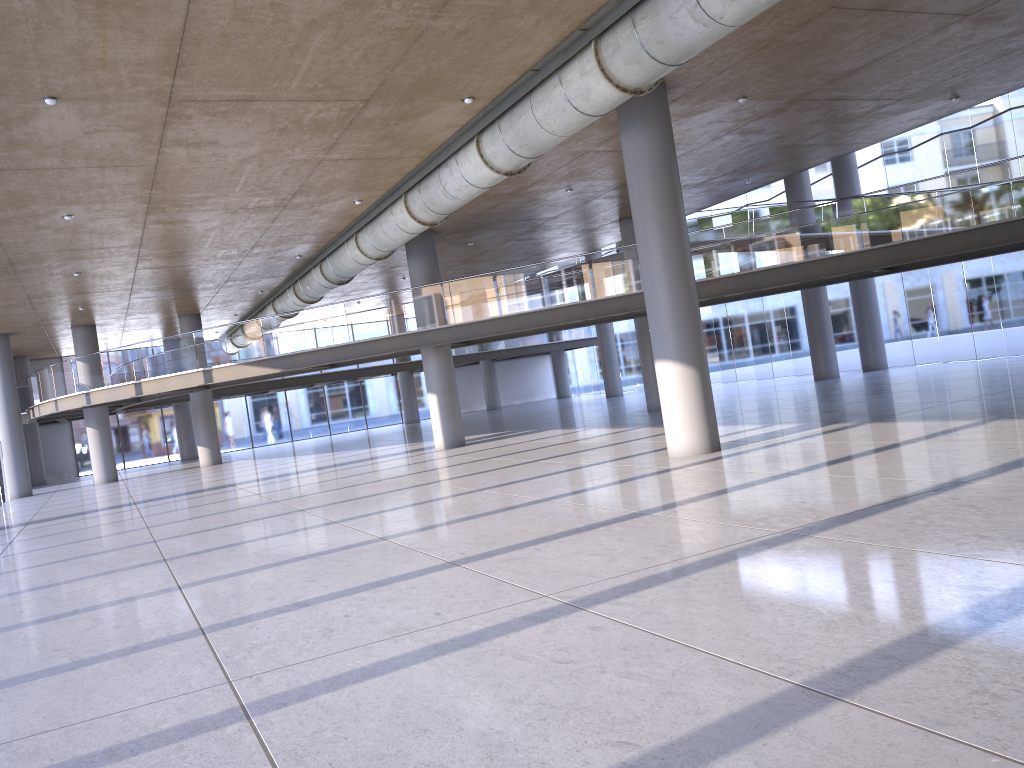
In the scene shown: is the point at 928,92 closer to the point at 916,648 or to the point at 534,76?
the point at 534,76
